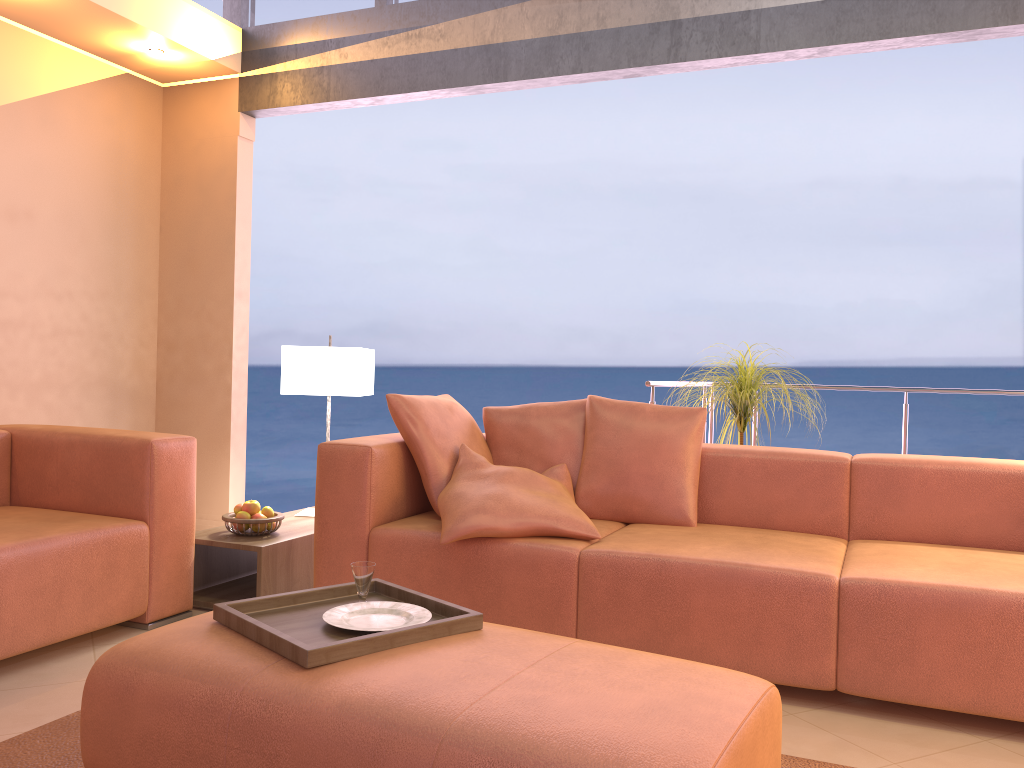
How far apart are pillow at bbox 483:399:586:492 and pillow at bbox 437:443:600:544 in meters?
0.0 m

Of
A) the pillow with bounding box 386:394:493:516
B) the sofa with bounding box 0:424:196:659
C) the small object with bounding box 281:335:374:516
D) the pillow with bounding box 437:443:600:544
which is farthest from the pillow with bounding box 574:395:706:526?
the sofa with bounding box 0:424:196:659

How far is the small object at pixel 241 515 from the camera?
3.4m

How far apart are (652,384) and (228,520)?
1.93m

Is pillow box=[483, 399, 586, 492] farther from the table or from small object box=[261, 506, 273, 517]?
small object box=[261, 506, 273, 517]

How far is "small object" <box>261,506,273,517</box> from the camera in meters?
3.4 m

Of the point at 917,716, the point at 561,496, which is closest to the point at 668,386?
the point at 561,496

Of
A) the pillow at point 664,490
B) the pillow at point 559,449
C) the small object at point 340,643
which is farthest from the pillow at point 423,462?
the small object at point 340,643

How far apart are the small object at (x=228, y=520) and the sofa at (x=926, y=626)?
0.37m

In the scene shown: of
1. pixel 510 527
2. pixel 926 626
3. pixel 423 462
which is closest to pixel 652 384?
pixel 423 462
